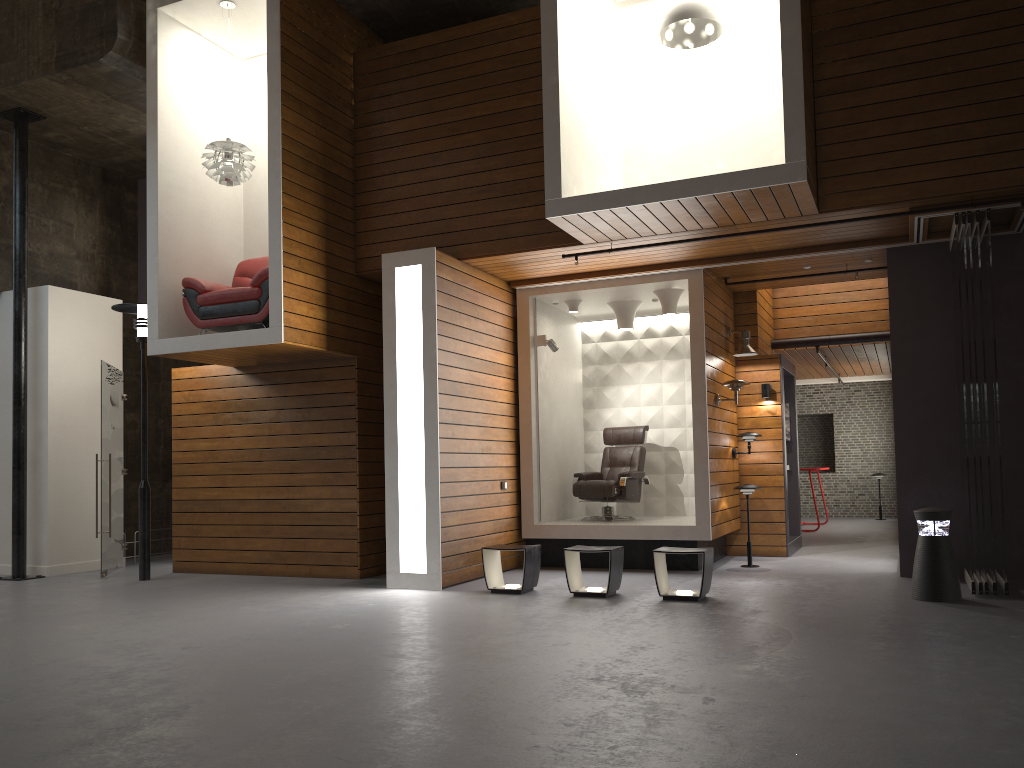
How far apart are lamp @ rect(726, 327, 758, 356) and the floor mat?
4.5m

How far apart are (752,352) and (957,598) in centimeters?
372cm

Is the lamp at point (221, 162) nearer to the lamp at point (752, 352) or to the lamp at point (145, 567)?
the lamp at point (145, 567)

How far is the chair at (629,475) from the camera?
9.7 meters

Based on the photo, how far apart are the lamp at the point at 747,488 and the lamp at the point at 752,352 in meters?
1.5 m

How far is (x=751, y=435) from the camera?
9.7m

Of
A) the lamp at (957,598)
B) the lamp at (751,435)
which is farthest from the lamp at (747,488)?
the lamp at (957,598)

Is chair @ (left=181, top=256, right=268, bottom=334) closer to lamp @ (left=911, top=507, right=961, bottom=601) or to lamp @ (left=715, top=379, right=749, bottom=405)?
lamp @ (left=715, top=379, right=749, bottom=405)

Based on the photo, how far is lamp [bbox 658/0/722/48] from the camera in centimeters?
728cm

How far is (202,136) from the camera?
9.2m
